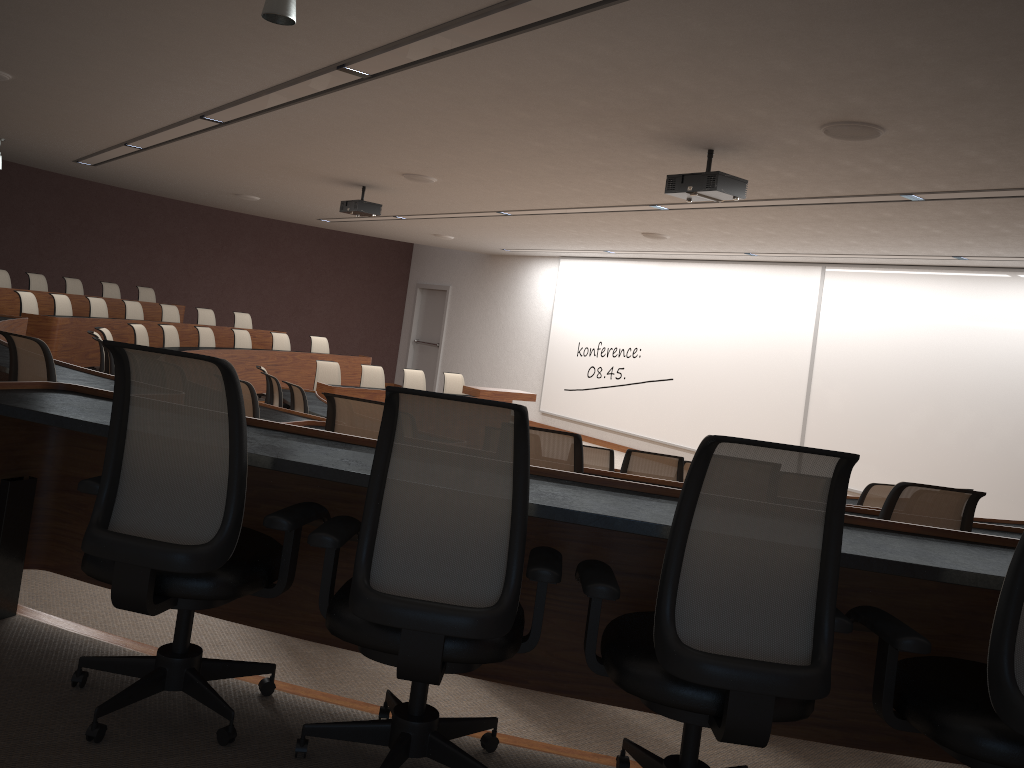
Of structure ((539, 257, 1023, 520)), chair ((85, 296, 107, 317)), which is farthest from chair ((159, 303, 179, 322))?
structure ((539, 257, 1023, 520))

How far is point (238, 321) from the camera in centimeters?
1433cm

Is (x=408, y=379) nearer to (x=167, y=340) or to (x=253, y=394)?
(x=167, y=340)

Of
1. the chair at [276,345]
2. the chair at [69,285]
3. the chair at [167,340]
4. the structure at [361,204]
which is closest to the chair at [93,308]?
the chair at [167,340]

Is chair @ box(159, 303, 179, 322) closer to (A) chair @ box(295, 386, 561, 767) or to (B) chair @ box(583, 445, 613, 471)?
(B) chair @ box(583, 445, 613, 471)

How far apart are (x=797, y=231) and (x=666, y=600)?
7.77m

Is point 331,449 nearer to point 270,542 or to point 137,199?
point 270,542

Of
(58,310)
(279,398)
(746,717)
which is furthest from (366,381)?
(746,717)

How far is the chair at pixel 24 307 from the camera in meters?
10.2

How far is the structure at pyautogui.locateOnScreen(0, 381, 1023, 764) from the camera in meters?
2.1
